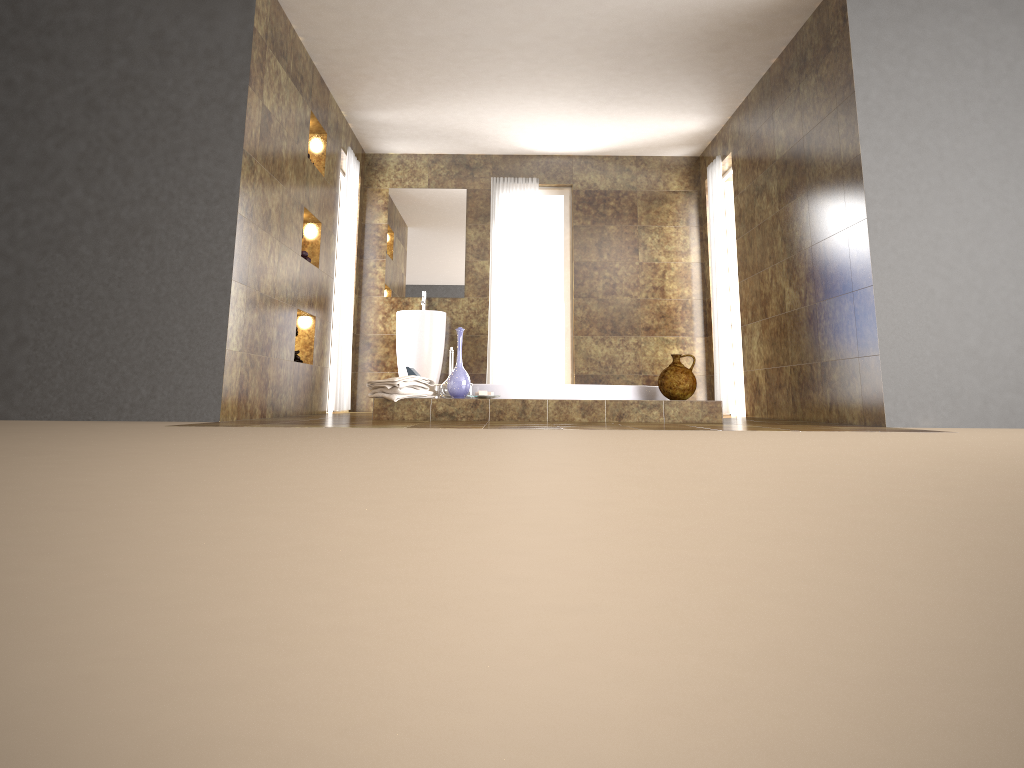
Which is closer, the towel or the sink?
the towel

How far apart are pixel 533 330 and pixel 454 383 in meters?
3.2 m

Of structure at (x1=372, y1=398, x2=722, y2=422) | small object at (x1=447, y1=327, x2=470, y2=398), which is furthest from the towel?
small object at (x1=447, y1=327, x2=470, y2=398)

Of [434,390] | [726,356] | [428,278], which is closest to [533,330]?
[428,278]

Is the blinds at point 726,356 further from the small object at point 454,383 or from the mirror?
the small object at point 454,383

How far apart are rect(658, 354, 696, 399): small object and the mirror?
3.4m

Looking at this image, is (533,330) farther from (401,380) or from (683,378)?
(401,380)

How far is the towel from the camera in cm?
506

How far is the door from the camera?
8.1m

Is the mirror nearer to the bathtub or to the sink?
the sink
